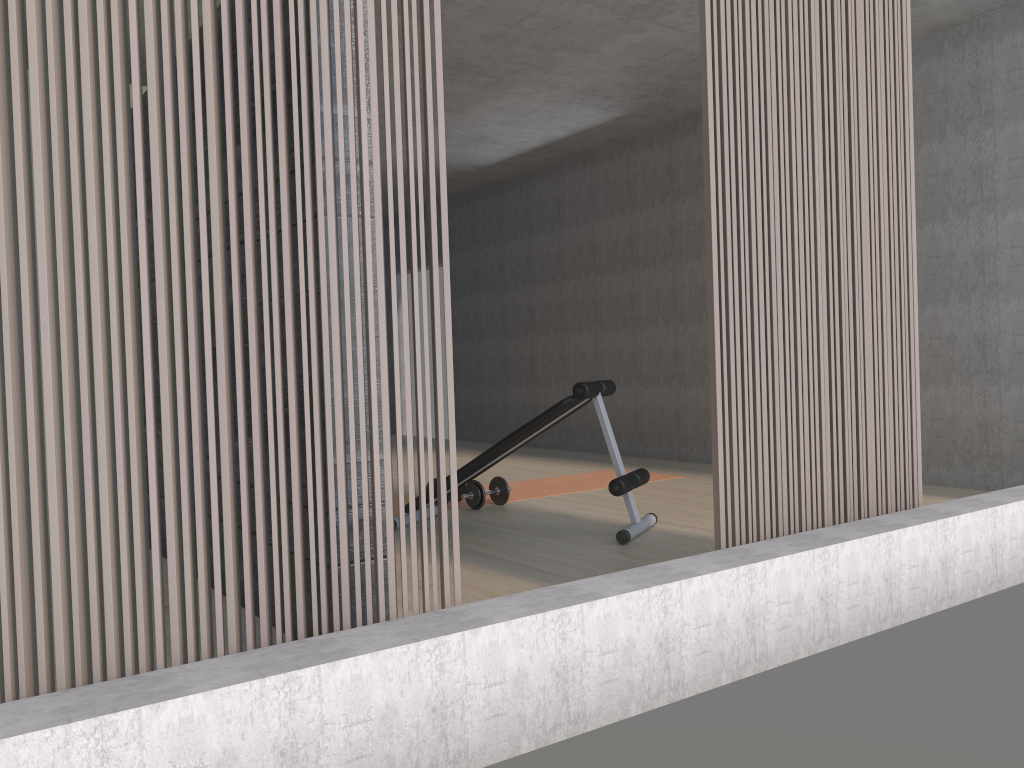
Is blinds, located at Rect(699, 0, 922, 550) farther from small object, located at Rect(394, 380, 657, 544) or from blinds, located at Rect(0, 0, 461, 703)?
small object, located at Rect(394, 380, 657, 544)

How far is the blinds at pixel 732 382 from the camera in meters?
2.7 m

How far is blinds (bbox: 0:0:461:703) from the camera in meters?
1.6

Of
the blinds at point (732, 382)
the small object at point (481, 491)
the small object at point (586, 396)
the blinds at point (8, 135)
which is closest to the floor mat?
the small object at point (481, 491)

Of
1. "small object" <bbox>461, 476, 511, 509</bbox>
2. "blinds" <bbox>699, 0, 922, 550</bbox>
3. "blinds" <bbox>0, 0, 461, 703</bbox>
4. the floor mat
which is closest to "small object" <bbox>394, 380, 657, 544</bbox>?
"small object" <bbox>461, 476, 511, 509</bbox>

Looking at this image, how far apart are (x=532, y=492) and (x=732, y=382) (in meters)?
3.19

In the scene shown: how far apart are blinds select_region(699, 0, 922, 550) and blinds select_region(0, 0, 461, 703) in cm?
94

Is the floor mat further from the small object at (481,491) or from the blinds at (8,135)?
the blinds at (8,135)

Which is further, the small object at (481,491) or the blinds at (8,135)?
the small object at (481,491)

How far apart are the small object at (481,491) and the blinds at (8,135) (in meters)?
2.98
